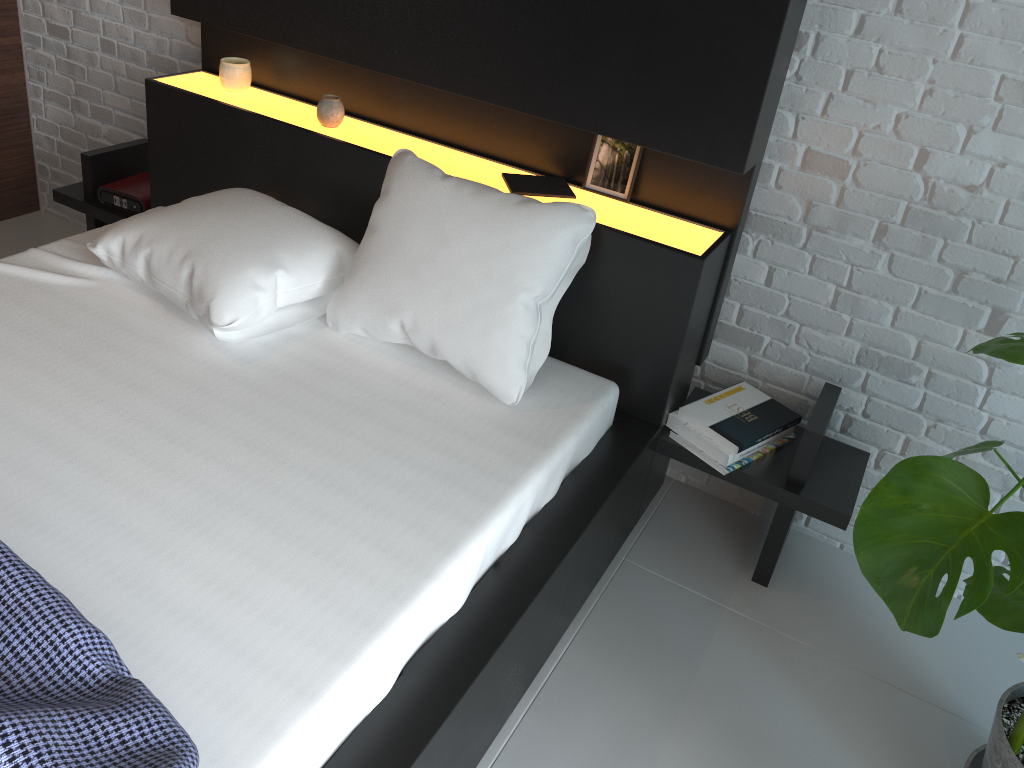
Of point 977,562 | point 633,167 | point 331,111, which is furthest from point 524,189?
point 977,562

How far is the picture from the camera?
2.1 meters

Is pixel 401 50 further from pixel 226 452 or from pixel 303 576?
pixel 303 576

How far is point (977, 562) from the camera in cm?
114

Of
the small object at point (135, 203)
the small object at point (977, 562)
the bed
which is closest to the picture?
the bed

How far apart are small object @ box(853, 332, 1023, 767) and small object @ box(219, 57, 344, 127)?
1.6m

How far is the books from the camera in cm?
205

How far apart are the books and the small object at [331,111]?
0.5m

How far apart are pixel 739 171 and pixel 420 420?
0.8m

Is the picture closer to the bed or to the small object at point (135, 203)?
the bed
